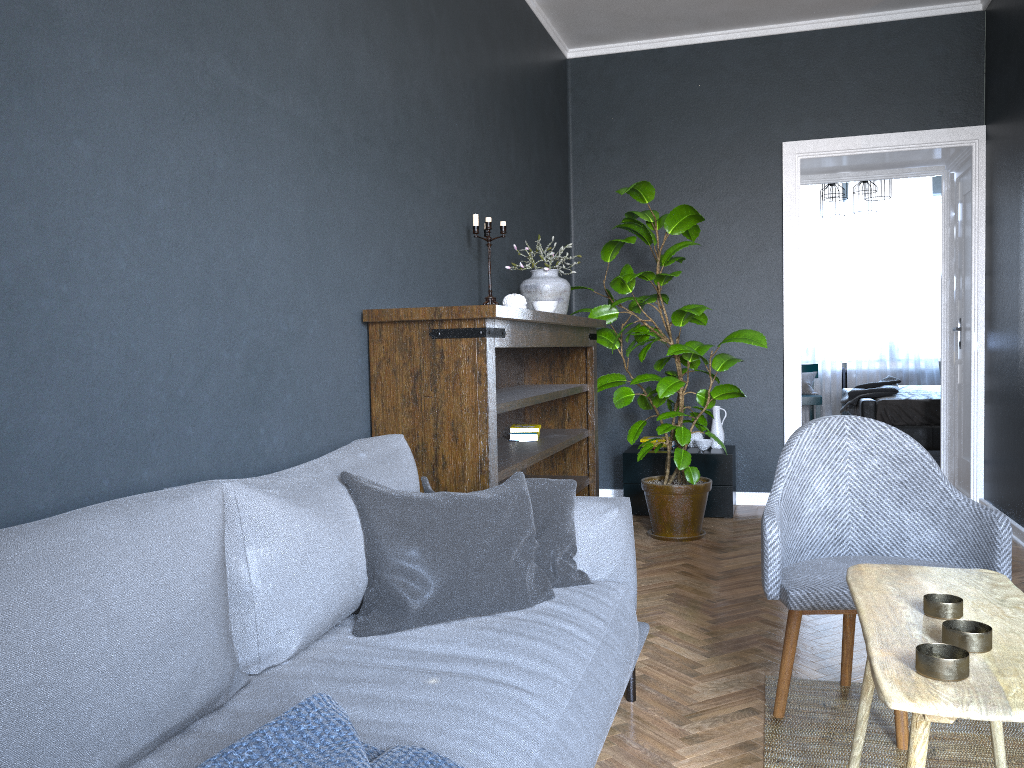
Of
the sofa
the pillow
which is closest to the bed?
the sofa

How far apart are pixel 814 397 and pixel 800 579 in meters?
7.4

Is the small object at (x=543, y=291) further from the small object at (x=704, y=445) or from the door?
the door

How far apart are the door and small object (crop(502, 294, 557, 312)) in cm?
344

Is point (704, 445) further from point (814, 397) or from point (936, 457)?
point (814, 397)

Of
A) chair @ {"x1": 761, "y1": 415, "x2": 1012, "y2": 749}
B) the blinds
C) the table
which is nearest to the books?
chair @ {"x1": 761, "y1": 415, "x2": 1012, "y2": 749}

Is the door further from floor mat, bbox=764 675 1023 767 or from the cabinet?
floor mat, bbox=764 675 1023 767

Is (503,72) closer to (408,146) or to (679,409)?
(408,146)

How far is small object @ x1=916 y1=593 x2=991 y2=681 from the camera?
1.25m

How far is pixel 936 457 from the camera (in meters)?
7.74
